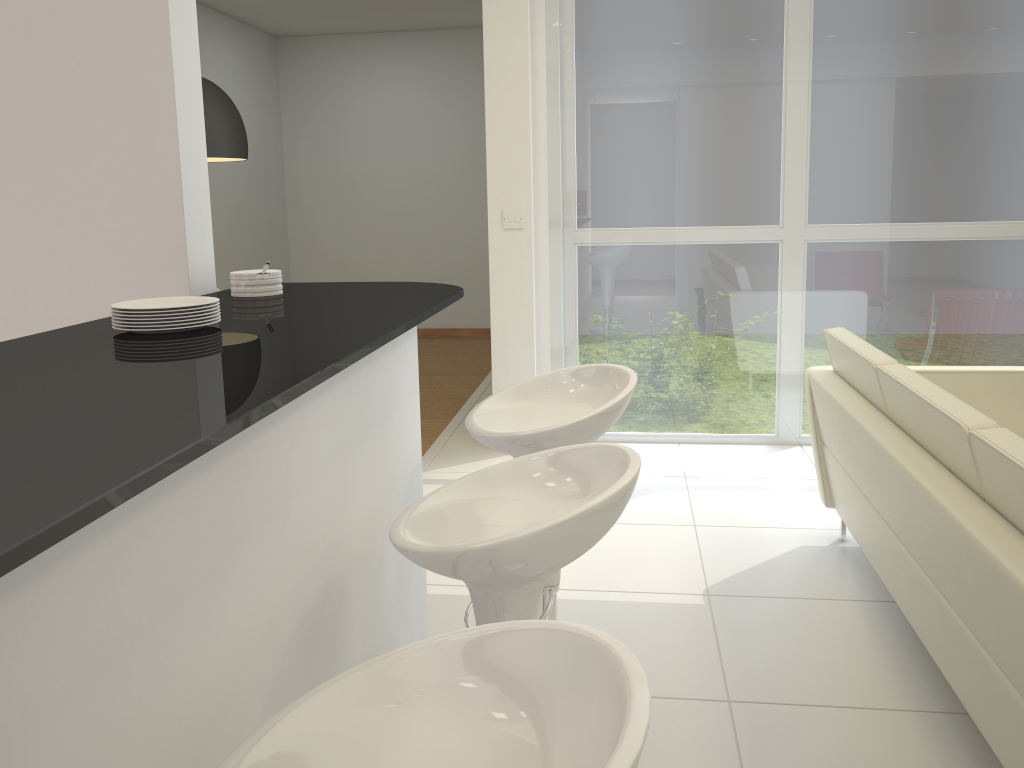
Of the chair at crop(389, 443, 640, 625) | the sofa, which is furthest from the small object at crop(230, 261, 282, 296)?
the sofa

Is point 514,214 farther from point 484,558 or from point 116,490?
point 116,490

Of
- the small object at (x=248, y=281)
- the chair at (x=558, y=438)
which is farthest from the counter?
the chair at (x=558, y=438)

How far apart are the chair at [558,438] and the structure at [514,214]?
2.7m

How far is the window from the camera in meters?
4.7

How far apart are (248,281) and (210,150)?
2.43m

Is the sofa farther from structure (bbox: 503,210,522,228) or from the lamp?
the lamp

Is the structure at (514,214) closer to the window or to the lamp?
the window

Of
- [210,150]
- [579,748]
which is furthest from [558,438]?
[210,150]

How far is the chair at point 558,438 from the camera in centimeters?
209cm
